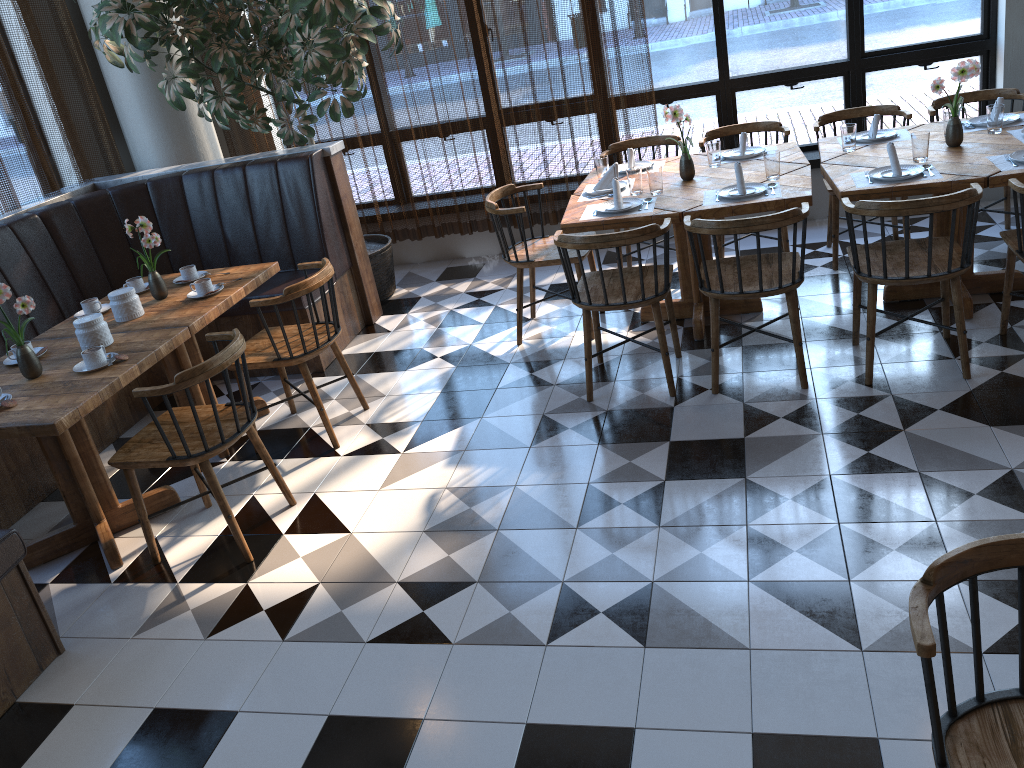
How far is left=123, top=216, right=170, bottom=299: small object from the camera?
4.11m

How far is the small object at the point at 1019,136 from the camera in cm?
415

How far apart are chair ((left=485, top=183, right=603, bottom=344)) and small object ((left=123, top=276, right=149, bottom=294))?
1.80m

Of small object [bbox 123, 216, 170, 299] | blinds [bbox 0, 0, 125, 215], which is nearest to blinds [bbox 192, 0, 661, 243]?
blinds [bbox 0, 0, 125, 215]

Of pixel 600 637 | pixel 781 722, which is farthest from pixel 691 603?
pixel 781 722

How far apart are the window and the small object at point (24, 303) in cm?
421

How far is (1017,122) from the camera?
4.4m

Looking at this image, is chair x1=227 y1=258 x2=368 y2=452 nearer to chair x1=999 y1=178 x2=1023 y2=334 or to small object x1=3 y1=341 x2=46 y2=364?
small object x1=3 y1=341 x2=46 y2=364

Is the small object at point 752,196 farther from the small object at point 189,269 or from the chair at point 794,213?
the small object at point 189,269

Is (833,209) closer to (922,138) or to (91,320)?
(922,138)
